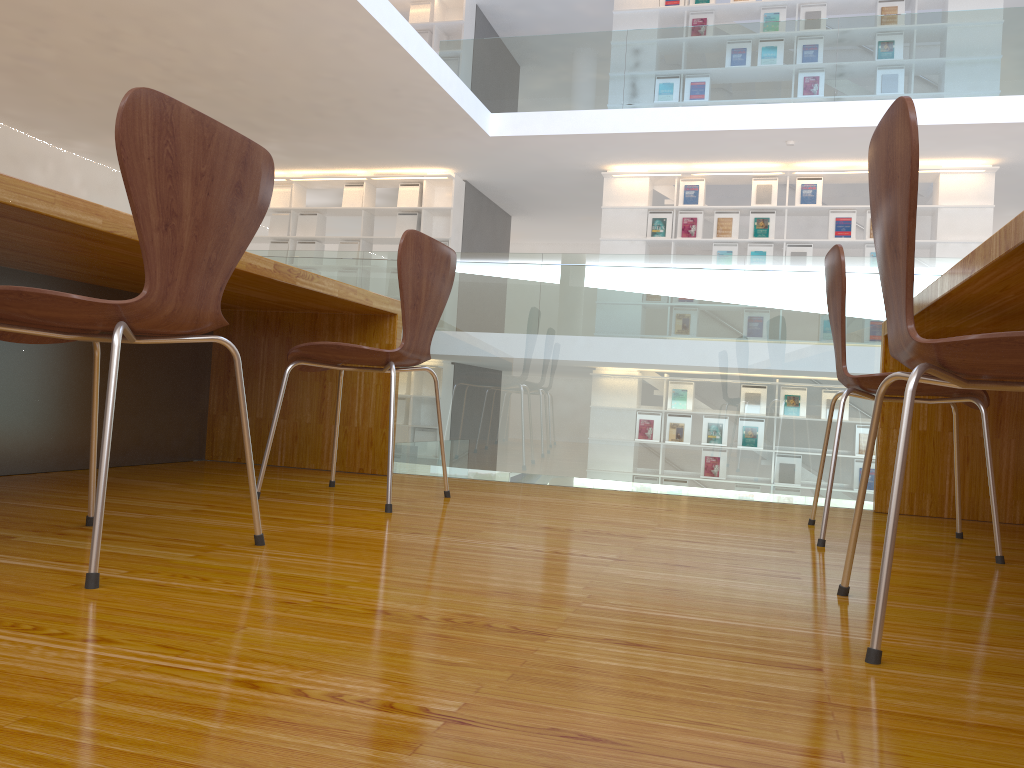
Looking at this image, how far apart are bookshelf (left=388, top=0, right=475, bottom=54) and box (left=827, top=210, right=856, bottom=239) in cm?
437

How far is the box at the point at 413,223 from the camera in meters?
9.9

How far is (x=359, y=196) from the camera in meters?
10.0 m

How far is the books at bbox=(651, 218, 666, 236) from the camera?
9.02m

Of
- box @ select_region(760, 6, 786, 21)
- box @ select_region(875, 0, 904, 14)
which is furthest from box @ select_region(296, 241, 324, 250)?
box @ select_region(875, 0, 904, 14)

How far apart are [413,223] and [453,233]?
0.50m

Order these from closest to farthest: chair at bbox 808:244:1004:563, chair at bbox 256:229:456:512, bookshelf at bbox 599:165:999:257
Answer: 1. chair at bbox 808:244:1004:563
2. chair at bbox 256:229:456:512
3. bookshelf at bbox 599:165:999:257

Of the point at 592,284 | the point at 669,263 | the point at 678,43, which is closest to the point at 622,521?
the point at 592,284

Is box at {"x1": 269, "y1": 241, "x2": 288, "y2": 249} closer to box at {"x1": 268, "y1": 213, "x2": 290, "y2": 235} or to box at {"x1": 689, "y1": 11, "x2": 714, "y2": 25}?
box at {"x1": 268, "y1": 213, "x2": 290, "y2": 235}

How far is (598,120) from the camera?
8.0m
